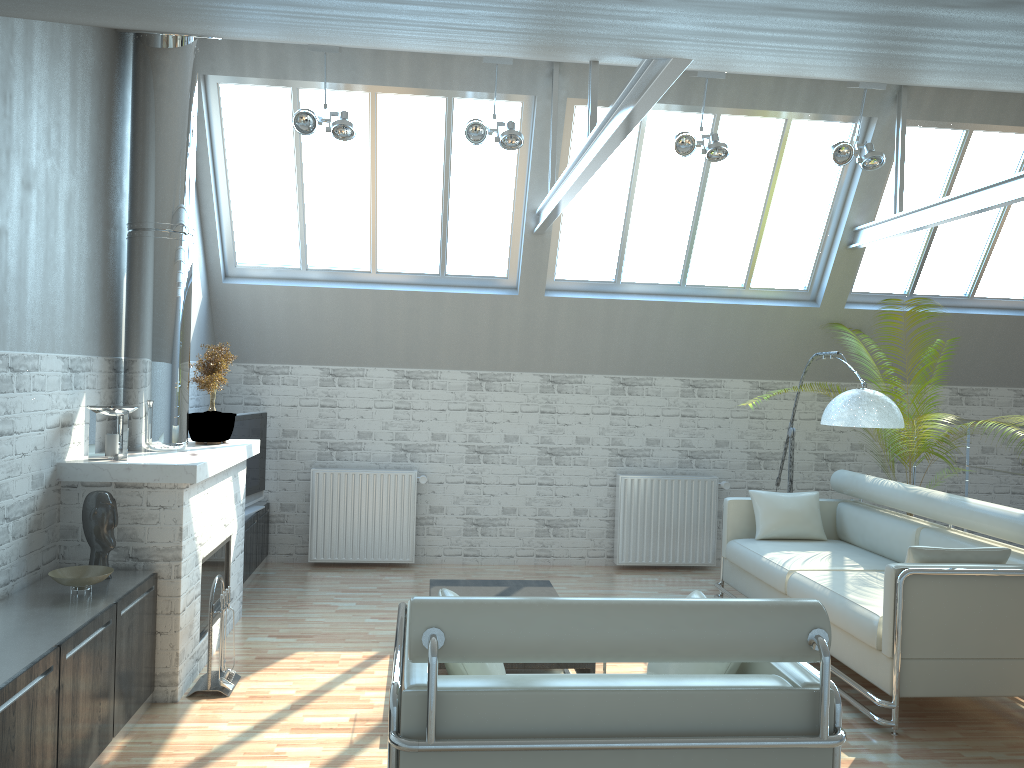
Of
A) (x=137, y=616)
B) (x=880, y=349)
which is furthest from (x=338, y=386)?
(x=880, y=349)

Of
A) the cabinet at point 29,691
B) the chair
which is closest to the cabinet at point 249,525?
the cabinet at point 29,691

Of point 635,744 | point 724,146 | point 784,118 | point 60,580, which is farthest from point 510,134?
point 635,744

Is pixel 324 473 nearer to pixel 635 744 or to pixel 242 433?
pixel 242 433

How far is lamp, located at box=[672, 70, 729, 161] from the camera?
11.97m

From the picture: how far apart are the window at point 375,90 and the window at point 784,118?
0.6 meters

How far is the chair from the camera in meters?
4.6

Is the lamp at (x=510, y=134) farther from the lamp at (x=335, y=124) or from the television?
the television

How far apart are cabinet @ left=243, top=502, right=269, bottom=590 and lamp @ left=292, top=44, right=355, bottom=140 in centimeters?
557cm

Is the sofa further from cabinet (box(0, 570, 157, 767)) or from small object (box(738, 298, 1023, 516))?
cabinet (box(0, 570, 157, 767))
